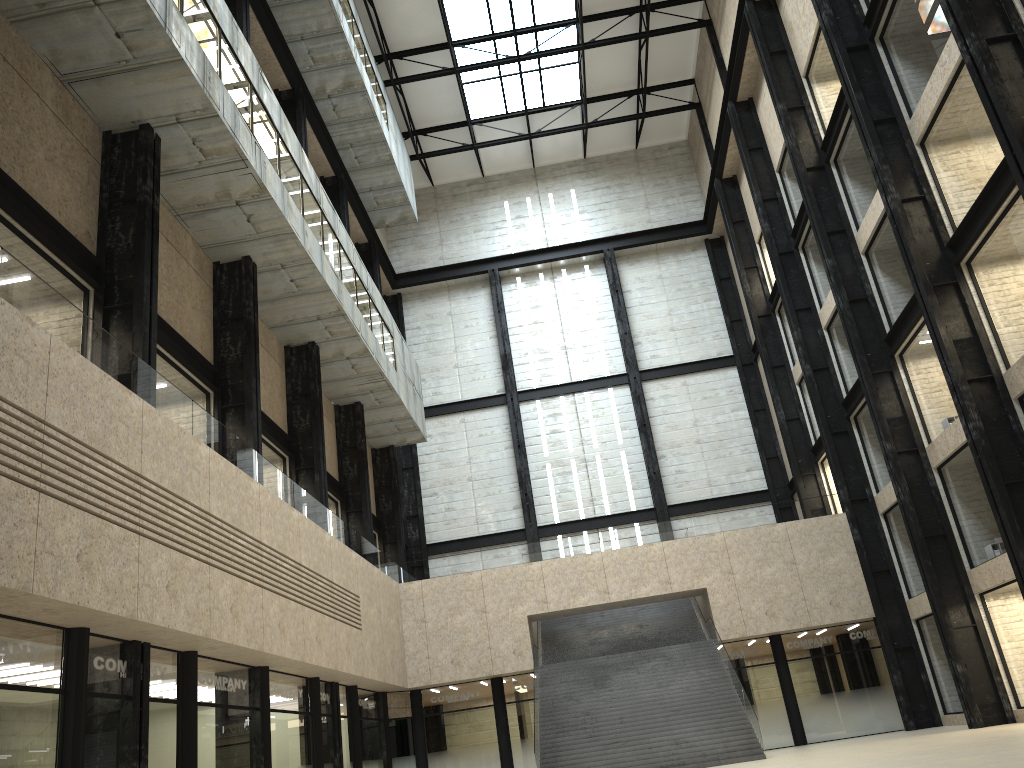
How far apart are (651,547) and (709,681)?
8.5 meters
